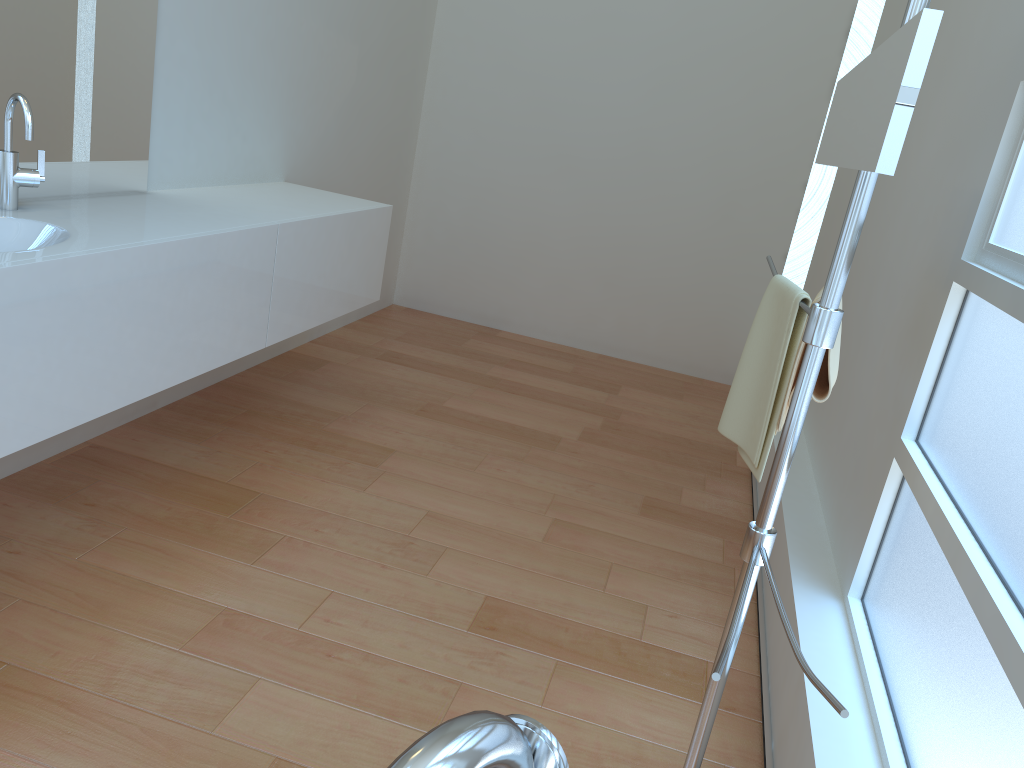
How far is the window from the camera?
1.3 meters

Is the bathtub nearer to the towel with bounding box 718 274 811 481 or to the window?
the window

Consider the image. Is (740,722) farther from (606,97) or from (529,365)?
(606,97)

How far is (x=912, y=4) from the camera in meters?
1.2

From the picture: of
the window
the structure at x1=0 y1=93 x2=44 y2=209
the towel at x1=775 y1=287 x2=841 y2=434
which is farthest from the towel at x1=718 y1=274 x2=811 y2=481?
the structure at x1=0 y1=93 x2=44 y2=209

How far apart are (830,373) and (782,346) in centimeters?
10cm

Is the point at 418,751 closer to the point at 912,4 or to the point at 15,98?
the point at 912,4

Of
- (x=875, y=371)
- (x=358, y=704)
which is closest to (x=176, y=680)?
(x=358, y=704)

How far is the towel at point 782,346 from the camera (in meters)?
1.60

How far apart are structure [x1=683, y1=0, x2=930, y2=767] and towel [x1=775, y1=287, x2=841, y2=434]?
0.04m
